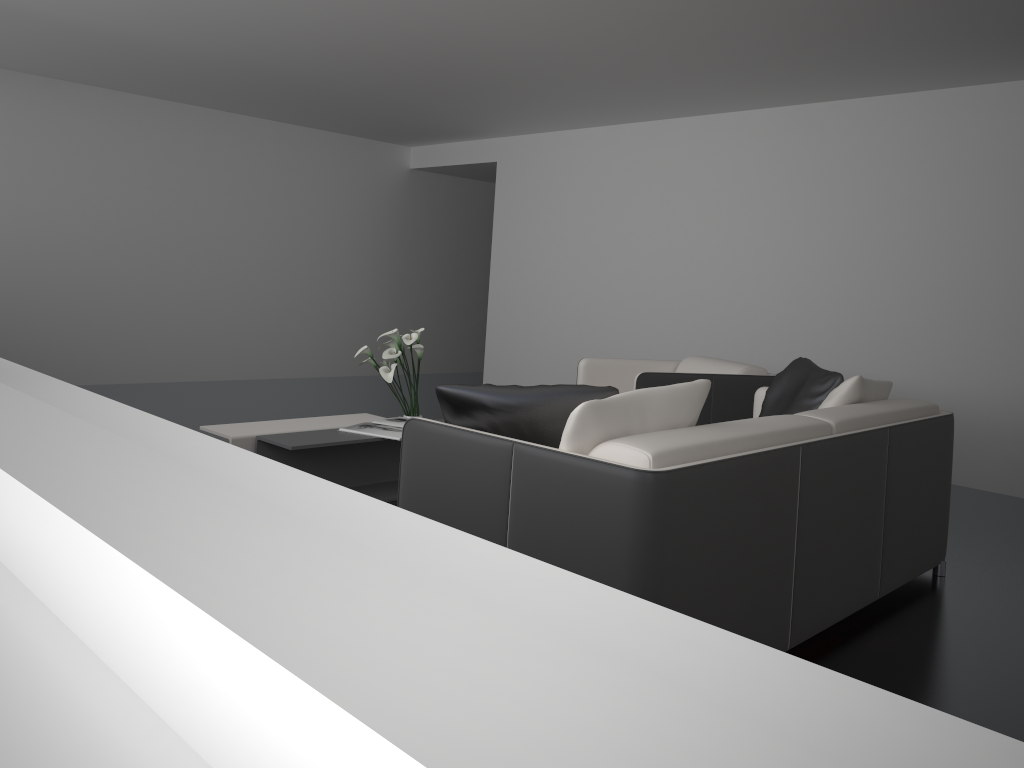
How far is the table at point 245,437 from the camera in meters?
4.0 m

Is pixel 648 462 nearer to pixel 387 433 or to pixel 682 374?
pixel 387 433

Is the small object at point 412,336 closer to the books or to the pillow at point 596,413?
the books

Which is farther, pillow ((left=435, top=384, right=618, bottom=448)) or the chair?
the chair

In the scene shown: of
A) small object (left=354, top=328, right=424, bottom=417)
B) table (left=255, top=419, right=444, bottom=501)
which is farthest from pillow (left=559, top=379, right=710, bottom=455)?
small object (left=354, top=328, right=424, bottom=417)

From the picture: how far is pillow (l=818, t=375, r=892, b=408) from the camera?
3.35m

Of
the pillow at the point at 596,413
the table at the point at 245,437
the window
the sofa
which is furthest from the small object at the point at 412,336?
the window

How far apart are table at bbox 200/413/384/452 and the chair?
1.30m

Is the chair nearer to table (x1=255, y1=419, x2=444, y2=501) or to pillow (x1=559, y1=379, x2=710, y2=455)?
table (x1=255, y1=419, x2=444, y2=501)

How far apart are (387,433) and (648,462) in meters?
2.3 m
